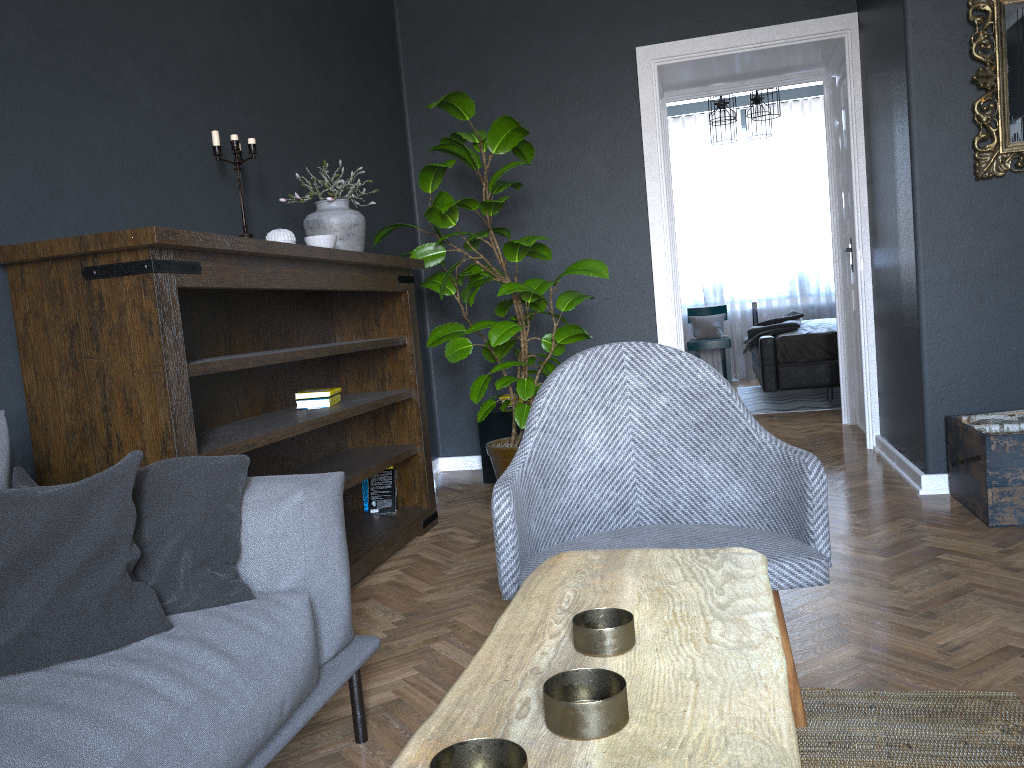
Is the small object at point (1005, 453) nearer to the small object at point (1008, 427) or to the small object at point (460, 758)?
the small object at point (1008, 427)

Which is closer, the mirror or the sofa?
the sofa

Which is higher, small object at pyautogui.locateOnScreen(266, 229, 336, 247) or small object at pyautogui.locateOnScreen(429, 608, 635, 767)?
small object at pyautogui.locateOnScreen(266, 229, 336, 247)

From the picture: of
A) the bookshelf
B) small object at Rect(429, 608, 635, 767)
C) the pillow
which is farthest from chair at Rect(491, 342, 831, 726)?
the bookshelf

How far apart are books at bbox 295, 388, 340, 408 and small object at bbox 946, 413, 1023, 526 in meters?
2.3

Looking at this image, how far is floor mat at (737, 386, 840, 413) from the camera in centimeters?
675cm

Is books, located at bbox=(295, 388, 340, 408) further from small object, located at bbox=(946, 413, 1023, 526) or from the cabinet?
small object, located at bbox=(946, 413, 1023, 526)

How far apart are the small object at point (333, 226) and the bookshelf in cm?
11

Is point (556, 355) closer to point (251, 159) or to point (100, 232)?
point (251, 159)

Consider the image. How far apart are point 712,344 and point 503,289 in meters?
5.3
